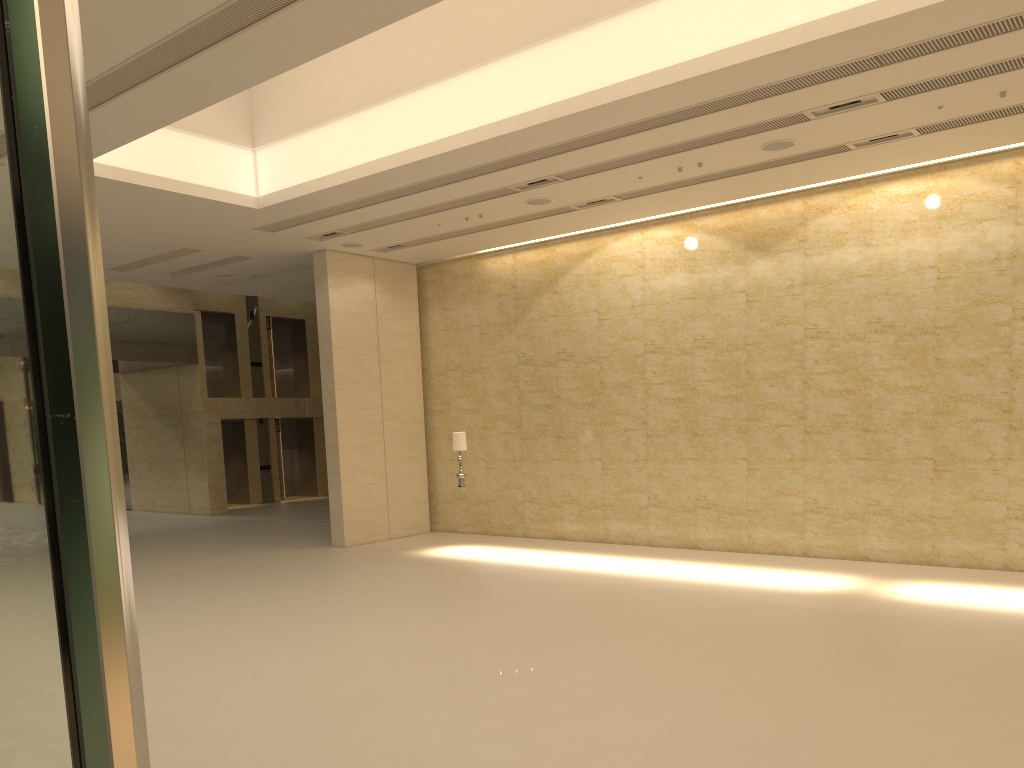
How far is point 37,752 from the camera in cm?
43

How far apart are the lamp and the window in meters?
15.7 m

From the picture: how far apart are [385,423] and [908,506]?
10.18m

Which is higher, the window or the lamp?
the window

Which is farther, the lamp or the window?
the lamp

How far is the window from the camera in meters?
0.4

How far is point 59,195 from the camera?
0.5 meters

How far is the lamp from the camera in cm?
1616

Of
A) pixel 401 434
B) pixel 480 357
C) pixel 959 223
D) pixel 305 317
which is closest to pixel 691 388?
pixel 480 357
